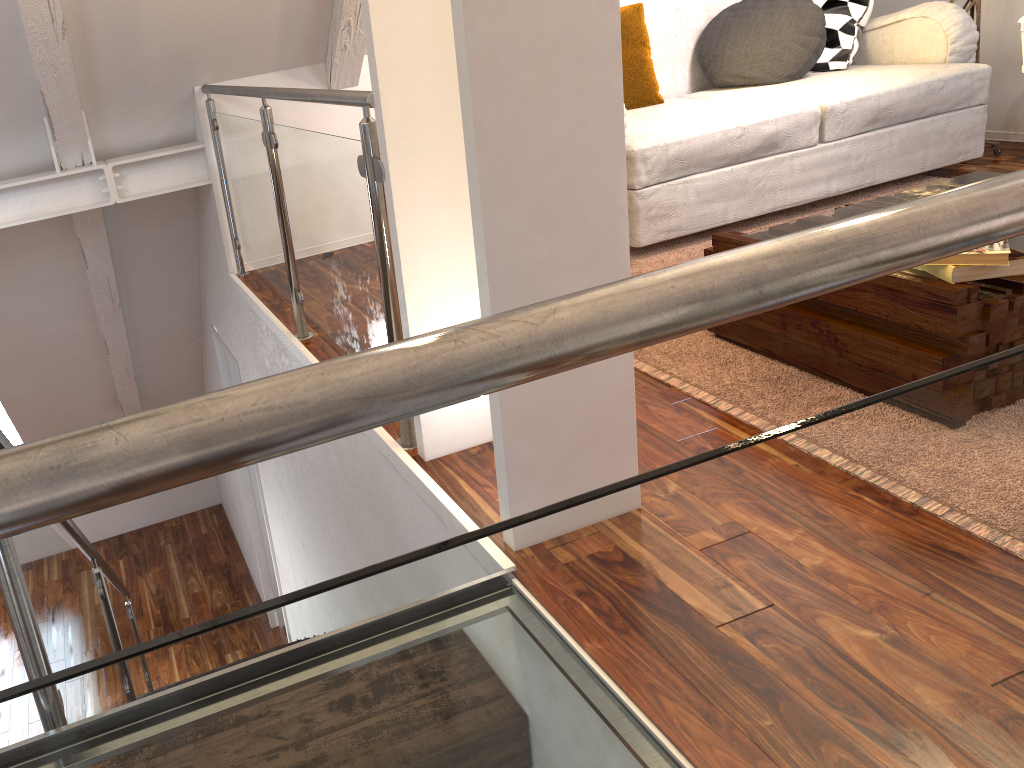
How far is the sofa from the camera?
2.76m

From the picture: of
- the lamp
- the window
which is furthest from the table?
the window

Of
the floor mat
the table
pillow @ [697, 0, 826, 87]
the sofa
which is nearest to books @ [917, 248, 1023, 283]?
the table

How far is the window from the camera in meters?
5.5

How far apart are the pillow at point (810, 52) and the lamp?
0.6 meters

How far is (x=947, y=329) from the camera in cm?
162

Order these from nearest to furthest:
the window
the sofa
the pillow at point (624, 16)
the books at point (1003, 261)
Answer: the books at point (1003, 261), the sofa, the pillow at point (624, 16), the window

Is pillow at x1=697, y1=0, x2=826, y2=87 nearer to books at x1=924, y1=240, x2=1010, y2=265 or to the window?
books at x1=924, y1=240, x2=1010, y2=265

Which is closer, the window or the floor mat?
the floor mat

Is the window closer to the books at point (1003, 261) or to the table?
the table
